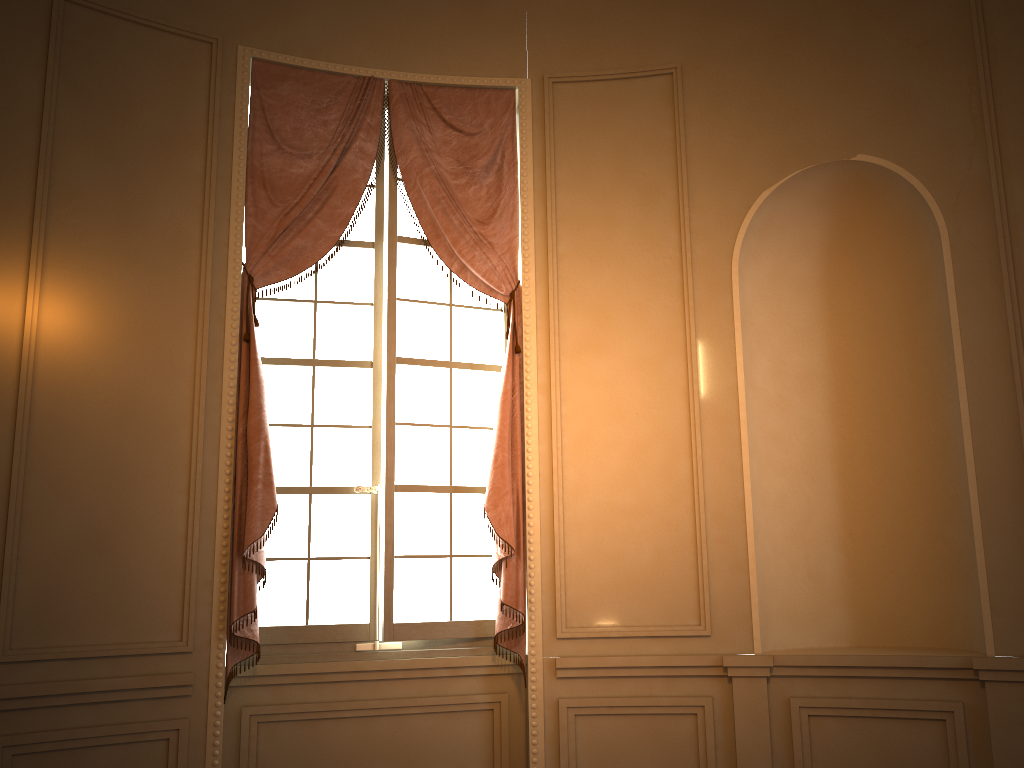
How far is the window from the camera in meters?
4.1

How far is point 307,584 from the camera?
4.1m

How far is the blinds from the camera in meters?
3.8

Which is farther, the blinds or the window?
the window

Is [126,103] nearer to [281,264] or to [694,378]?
[281,264]

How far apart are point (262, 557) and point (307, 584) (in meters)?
0.35

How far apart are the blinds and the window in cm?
8

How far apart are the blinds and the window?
0.08m

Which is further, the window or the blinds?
the window

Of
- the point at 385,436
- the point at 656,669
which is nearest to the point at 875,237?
the point at 656,669
